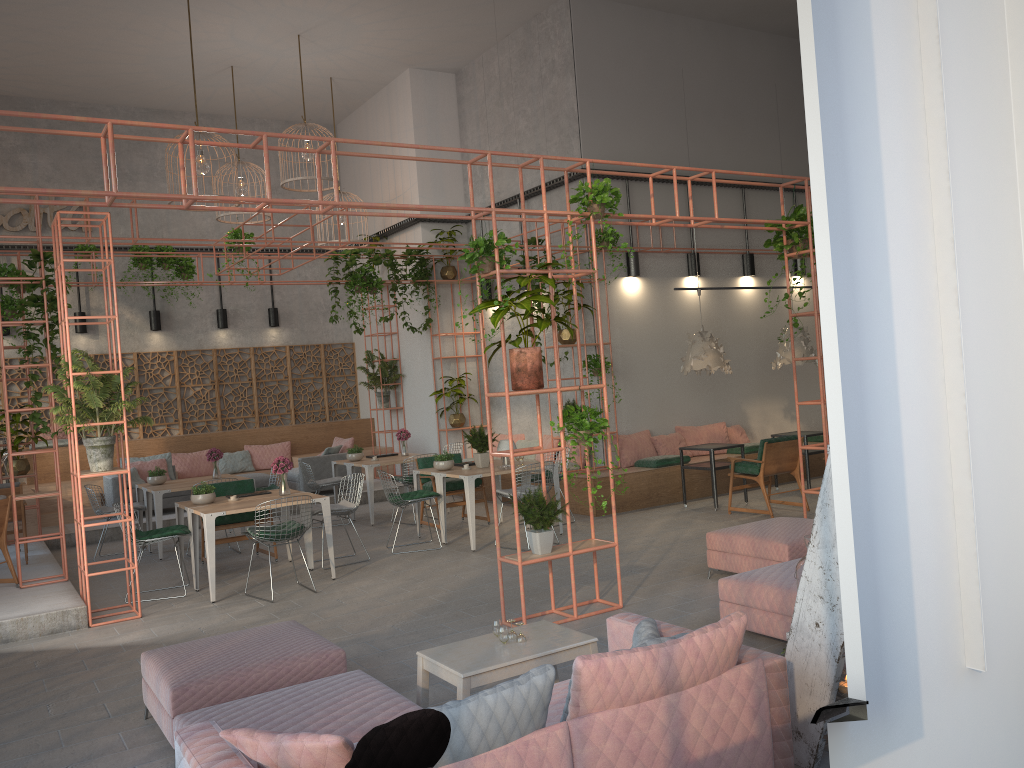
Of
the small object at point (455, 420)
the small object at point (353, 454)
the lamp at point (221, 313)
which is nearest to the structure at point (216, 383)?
the lamp at point (221, 313)

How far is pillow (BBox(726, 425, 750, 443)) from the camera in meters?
13.7

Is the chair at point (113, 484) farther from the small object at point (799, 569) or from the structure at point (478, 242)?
the small object at point (799, 569)

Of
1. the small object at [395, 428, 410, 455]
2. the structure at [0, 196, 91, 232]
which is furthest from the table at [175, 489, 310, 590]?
the structure at [0, 196, 91, 232]

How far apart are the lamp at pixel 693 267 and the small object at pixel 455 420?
4.51m

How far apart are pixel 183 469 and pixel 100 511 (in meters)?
4.28

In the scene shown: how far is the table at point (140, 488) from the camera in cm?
1149

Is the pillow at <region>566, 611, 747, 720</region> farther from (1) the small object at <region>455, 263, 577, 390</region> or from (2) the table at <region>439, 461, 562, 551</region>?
(2) the table at <region>439, 461, 562, 551</region>

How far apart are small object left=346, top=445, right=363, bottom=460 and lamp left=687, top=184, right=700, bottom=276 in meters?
5.7 m

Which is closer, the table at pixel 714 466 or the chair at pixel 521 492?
the chair at pixel 521 492
